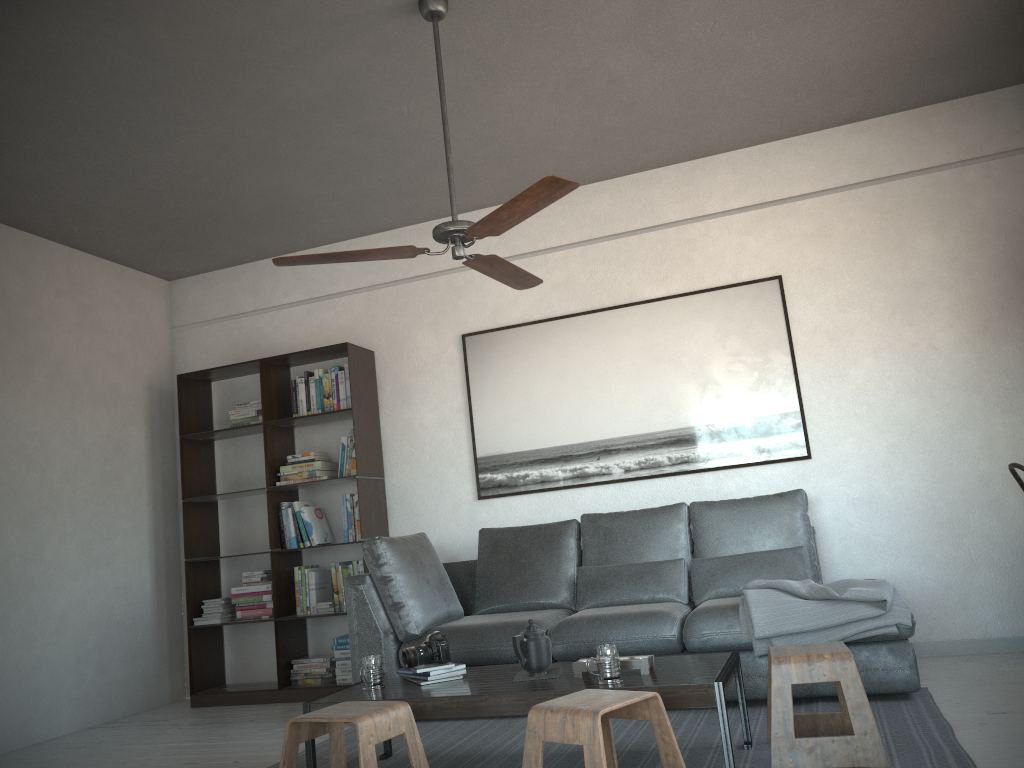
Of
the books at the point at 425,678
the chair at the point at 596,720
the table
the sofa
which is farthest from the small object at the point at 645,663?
the sofa

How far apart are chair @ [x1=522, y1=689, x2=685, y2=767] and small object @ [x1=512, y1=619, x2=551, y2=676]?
0.5m

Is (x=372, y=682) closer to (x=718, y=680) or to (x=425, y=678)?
(x=425, y=678)

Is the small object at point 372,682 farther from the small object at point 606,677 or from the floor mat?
the small object at point 606,677

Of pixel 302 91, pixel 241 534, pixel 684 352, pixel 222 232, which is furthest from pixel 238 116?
pixel 241 534

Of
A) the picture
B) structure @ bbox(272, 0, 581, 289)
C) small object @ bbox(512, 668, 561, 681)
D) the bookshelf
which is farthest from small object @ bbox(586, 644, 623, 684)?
the bookshelf

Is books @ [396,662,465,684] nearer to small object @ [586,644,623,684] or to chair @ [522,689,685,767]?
small object @ [586,644,623,684]

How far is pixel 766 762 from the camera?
2.9 meters

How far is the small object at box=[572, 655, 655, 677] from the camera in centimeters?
293cm

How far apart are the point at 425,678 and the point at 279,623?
2.4m
